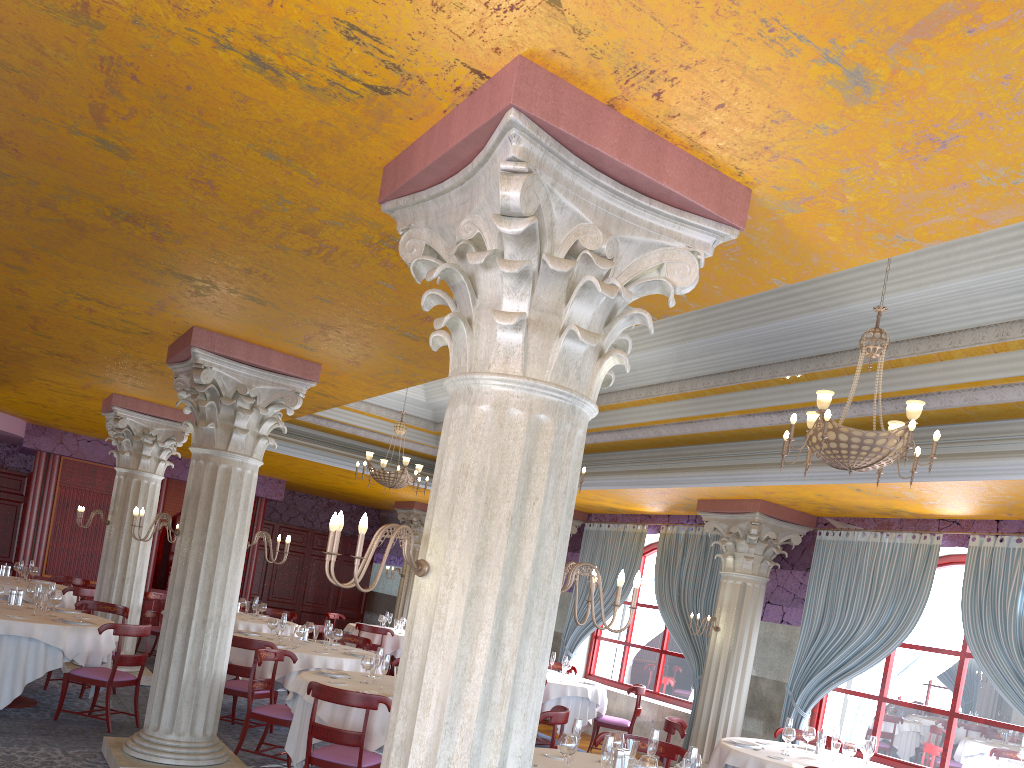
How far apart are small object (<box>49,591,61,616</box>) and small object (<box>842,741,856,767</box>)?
7.64m

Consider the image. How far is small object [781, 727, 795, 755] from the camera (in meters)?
7.60

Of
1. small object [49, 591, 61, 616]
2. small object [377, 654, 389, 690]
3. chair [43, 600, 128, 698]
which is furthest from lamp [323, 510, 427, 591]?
chair [43, 600, 128, 698]

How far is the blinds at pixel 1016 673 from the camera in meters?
8.1 m

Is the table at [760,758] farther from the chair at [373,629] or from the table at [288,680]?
the chair at [373,629]

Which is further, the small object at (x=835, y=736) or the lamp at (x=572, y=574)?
the small object at (x=835, y=736)

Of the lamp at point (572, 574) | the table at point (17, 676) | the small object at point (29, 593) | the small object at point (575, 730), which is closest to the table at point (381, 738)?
the small object at point (575, 730)

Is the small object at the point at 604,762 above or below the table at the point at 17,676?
above

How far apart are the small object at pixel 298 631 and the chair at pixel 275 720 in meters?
1.5

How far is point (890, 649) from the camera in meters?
9.2 m
